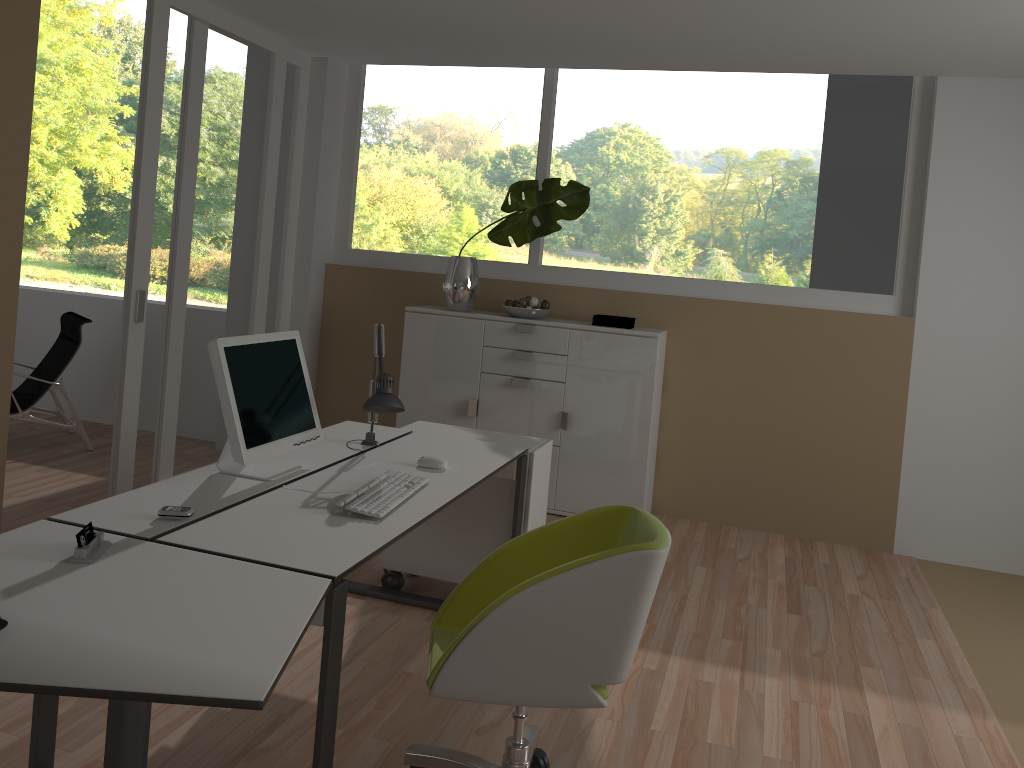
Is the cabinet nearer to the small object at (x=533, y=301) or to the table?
the small object at (x=533, y=301)

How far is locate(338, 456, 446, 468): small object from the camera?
3.06m

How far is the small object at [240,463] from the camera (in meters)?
2.60

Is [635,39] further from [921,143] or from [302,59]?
[302,59]

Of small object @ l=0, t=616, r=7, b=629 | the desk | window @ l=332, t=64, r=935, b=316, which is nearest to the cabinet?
window @ l=332, t=64, r=935, b=316

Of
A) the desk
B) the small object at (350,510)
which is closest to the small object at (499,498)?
the desk

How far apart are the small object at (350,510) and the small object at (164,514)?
0.39m

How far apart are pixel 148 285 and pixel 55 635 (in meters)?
3.00

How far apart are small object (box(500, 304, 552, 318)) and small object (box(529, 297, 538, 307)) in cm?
7

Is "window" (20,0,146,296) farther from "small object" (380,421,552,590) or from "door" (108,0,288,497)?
"small object" (380,421,552,590)
